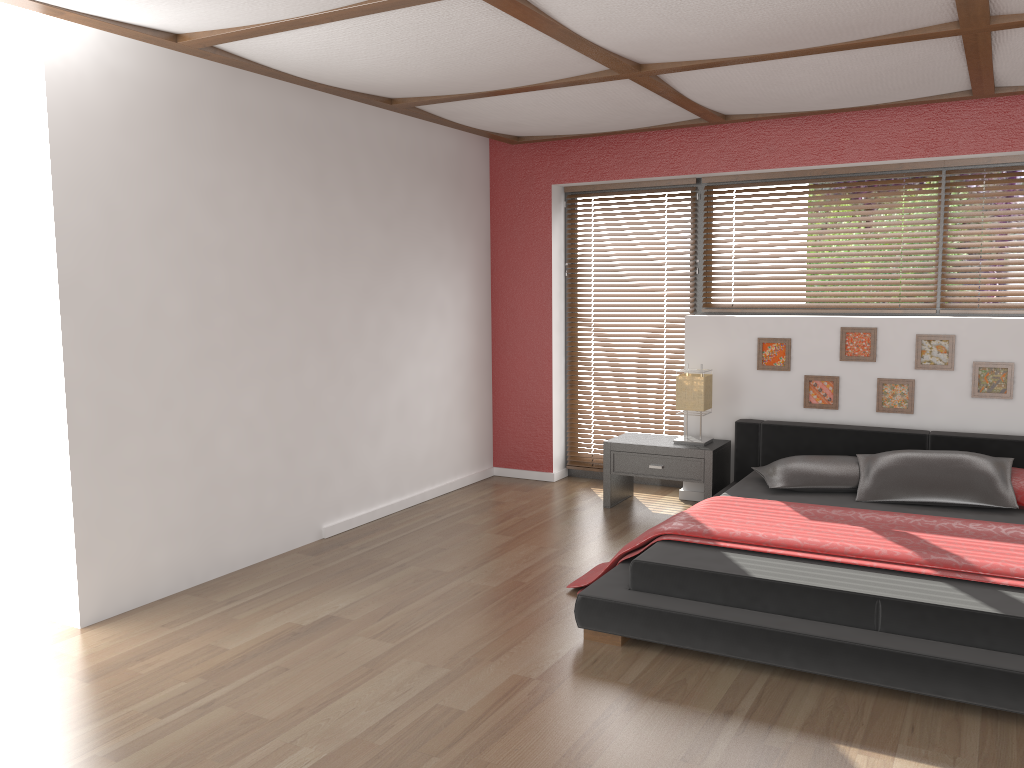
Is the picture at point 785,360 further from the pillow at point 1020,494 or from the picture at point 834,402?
the pillow at point 1020,494

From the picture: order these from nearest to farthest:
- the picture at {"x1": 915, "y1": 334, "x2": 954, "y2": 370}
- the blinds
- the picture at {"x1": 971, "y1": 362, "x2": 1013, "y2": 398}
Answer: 1. the picture at {"x1": 971, "y1": 362, "x2": 1013, "y2": 398}
2. the picture at {"x1": 915, "y1": 334, "x2": 954, "y2": 370}
3. the blinds

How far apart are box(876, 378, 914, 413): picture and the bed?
0.2m

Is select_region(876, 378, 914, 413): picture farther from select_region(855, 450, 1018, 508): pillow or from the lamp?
the lamp

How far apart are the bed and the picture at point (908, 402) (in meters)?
0.19

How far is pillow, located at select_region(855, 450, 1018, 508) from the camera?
4.24m

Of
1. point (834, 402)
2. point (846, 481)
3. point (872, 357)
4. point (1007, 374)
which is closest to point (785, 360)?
point (834, 402)

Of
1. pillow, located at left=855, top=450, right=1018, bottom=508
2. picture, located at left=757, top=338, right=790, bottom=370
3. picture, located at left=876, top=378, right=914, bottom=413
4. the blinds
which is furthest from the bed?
the blinds

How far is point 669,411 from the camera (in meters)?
6.11

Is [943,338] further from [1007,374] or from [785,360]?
[785,360]
